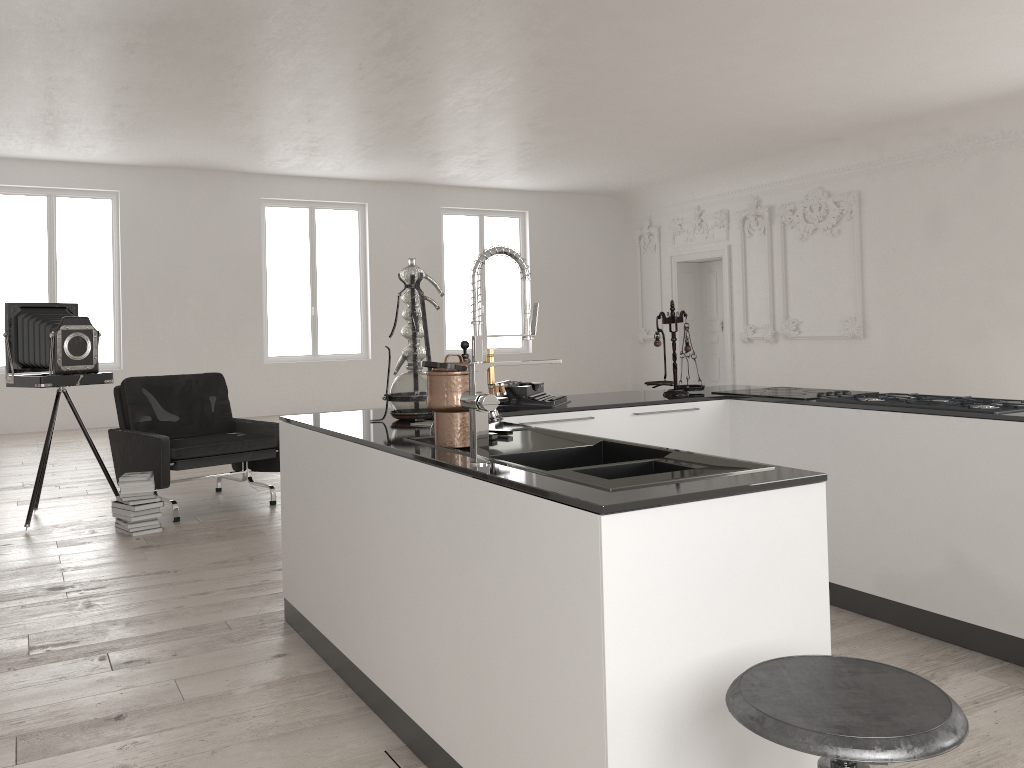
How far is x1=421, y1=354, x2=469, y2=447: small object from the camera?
2.6 meters

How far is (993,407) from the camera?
3.43m

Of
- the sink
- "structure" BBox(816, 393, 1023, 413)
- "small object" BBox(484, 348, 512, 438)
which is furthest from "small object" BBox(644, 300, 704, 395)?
"small object" BBox(484, 348, 512, 438)

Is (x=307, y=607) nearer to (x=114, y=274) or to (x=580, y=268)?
(x=114, y=274)

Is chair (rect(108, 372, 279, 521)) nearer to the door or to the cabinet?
the cabinet

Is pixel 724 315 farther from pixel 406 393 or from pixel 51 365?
pixel 406 393

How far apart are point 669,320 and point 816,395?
0.80m

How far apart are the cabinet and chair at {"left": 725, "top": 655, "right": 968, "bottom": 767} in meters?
0.2

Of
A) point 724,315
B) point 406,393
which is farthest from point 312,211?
point 406,393

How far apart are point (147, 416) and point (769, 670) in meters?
5.8
